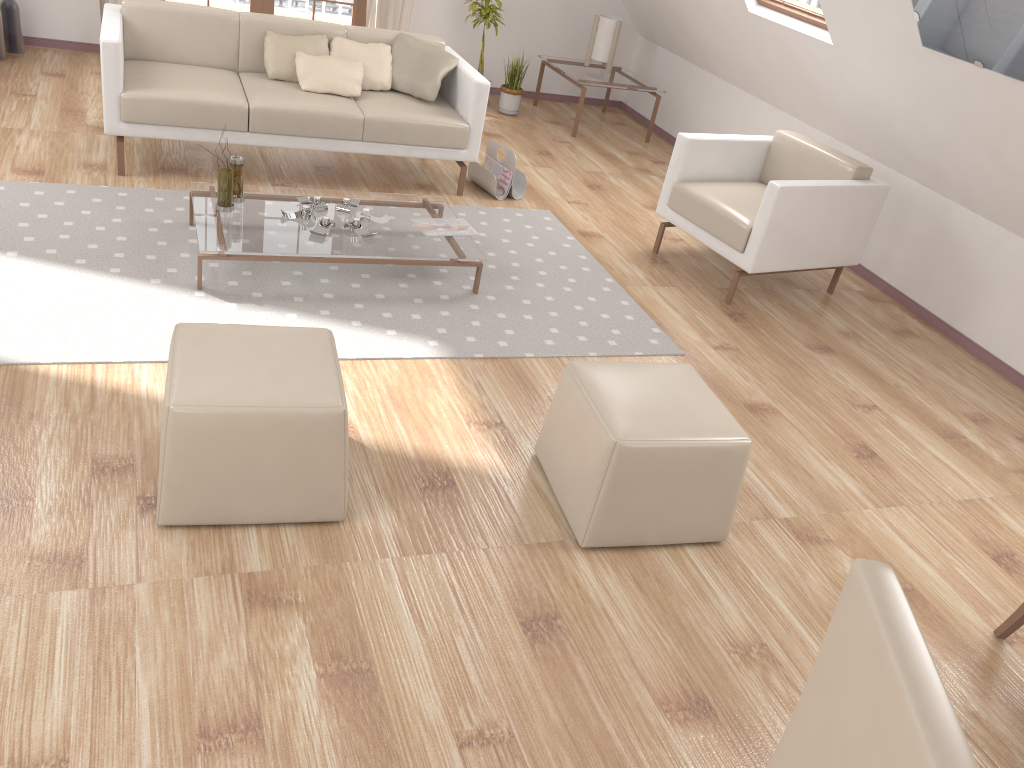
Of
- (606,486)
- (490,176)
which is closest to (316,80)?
(490,176)

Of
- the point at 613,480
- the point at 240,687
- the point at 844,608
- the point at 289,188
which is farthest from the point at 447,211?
the point at 844,608

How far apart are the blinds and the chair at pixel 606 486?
4.59m

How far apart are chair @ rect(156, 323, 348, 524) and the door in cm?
459

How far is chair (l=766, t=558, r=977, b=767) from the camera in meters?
0.9 m

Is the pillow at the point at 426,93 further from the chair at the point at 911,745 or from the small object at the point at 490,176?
the chair at the point at 911,745

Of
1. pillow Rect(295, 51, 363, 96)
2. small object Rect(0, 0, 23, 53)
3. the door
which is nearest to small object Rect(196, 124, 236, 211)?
pillow Rect(295, 51, 363, 96)

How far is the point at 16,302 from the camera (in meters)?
3.16

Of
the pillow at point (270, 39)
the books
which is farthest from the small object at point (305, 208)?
the pillow at point (270, 39)

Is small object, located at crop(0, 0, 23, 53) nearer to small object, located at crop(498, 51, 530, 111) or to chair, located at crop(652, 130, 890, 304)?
small object, located at crop(498, 51, 530, 111)
